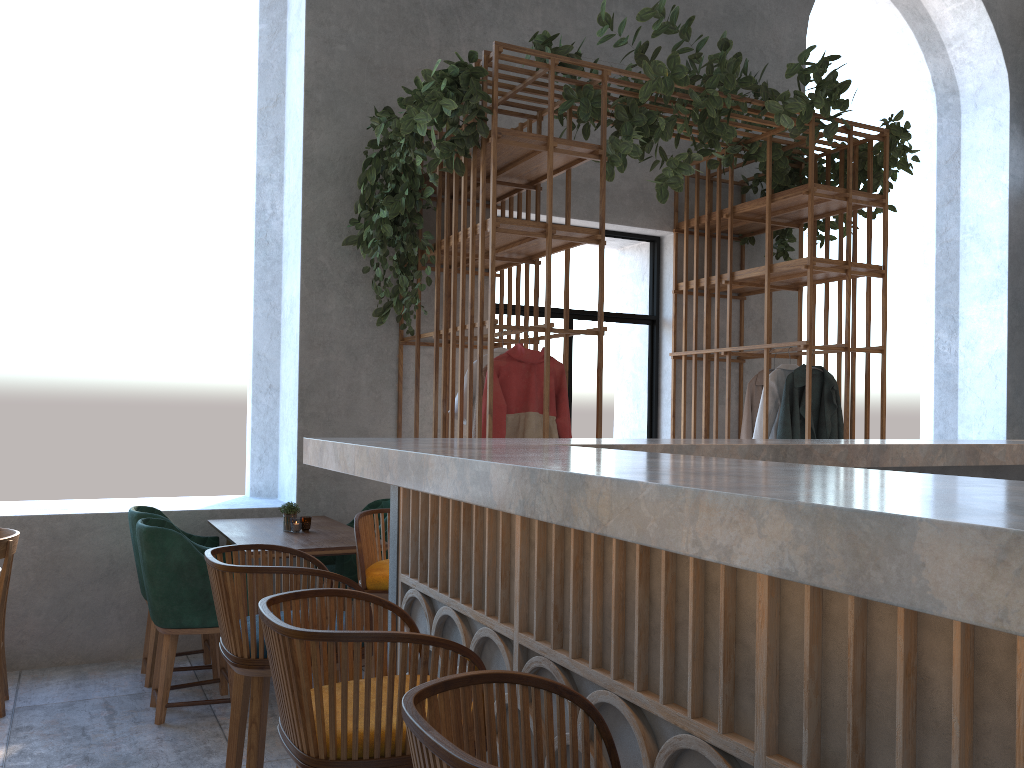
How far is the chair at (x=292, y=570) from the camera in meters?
2.0

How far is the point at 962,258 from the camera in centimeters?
854cm

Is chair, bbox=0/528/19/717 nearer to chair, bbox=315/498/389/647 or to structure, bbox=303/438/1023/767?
chair, bbox=315/498/389/647

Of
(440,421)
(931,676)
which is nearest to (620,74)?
(440,421)

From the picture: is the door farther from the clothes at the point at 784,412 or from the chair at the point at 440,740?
the chair at the point at 440,740

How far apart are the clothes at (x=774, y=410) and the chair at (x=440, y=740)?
4.62m

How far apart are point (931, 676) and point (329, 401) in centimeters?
457cm

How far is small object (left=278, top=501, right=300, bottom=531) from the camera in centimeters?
441cm

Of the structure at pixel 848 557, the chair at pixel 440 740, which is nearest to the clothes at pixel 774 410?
the structure at pixel 848 557

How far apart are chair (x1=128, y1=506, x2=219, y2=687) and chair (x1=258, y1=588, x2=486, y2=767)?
2.9m
